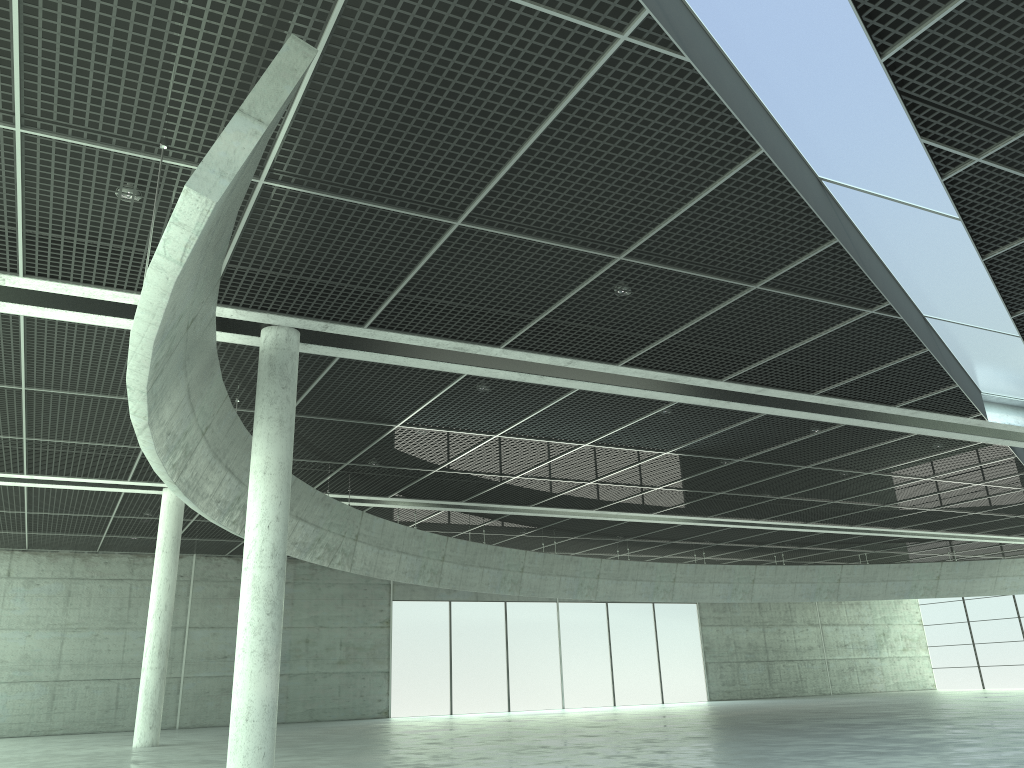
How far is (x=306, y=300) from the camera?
27.4 meters

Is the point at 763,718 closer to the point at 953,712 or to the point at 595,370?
the point at 953,712
